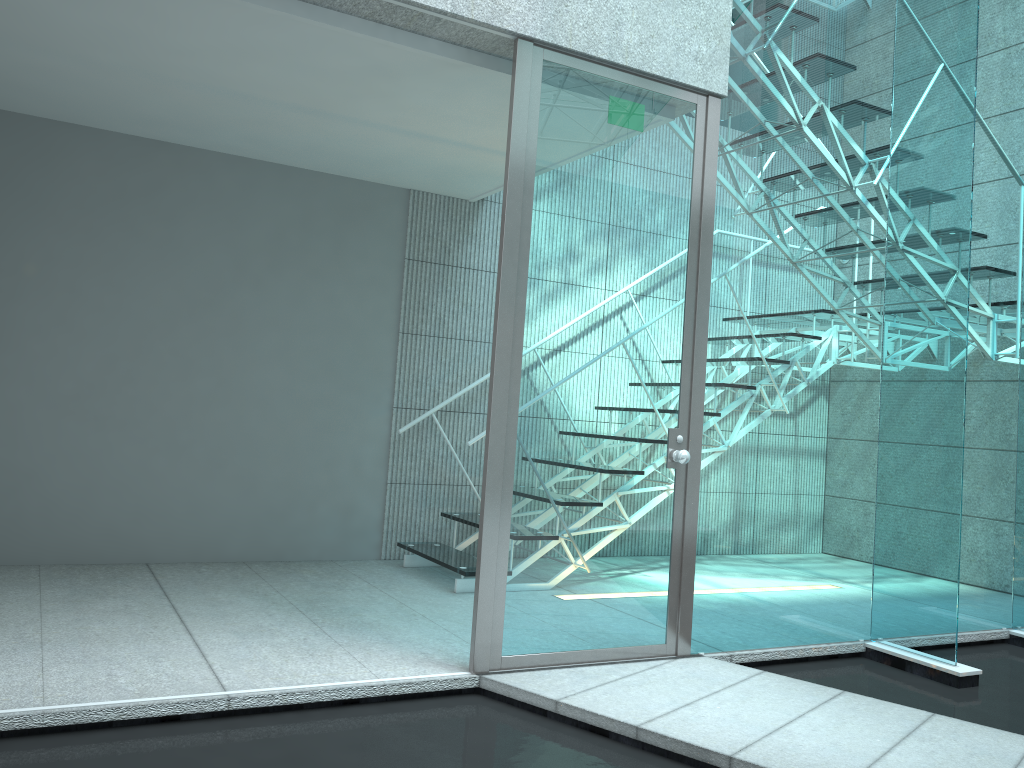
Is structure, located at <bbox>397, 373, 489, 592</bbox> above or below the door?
below

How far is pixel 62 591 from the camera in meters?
3.5 m

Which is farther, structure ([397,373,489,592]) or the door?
structure ([397,373,489,592])

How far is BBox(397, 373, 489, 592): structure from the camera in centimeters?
402cm

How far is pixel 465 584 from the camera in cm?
402

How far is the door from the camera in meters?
2.9

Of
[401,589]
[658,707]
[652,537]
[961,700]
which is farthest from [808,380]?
[401,589]

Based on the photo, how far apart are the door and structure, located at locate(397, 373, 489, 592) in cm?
103

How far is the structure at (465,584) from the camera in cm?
402

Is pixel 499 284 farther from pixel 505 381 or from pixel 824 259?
pixel 824 259
